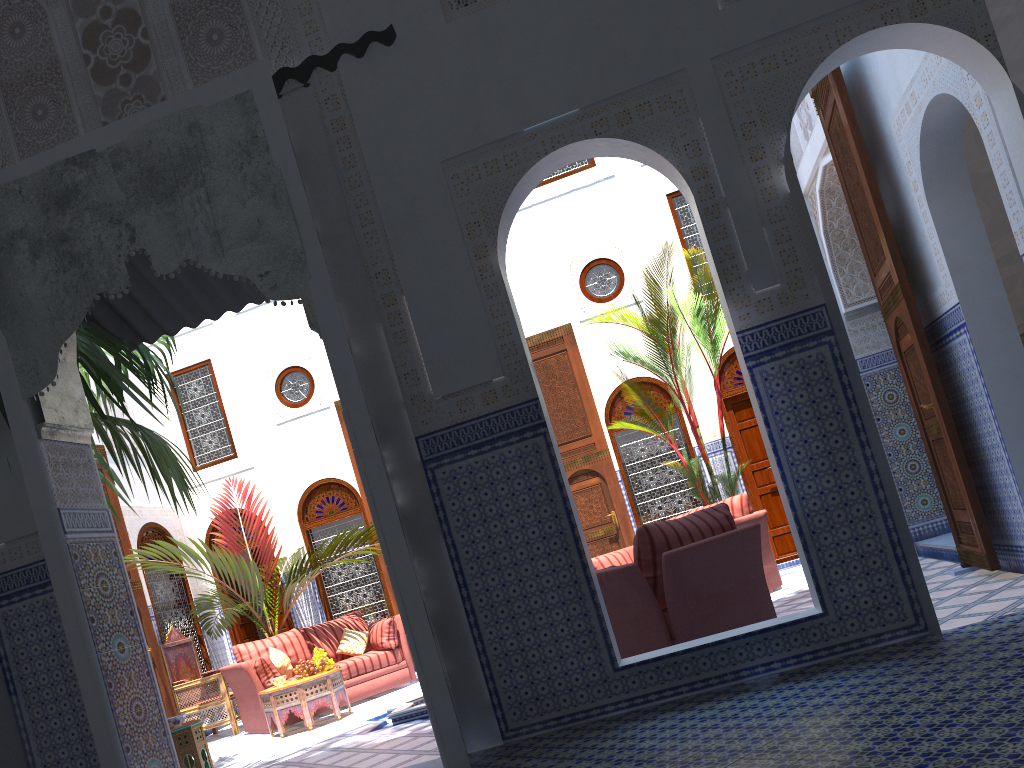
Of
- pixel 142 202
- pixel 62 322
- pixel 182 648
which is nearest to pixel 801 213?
pixel 142 202

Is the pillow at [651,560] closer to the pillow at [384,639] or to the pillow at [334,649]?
the pillow at [384,639]

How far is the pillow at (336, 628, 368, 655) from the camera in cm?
669

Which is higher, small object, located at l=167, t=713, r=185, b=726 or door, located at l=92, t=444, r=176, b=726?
door, located at l=92, t=444, r=176, b=726

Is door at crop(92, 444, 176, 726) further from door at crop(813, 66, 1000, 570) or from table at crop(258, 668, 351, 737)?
door at crop(813, 66, 1000, 570)

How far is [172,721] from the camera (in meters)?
4.82

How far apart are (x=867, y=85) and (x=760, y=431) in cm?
220

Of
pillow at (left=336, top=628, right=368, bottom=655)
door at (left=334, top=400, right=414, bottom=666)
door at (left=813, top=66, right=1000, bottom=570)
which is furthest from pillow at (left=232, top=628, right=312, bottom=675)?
door at (left=813, top=66, right=1000, bottom=570)

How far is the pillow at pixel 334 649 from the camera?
6.7m

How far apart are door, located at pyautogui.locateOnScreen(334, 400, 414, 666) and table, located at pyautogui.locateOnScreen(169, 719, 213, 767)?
3.42m
